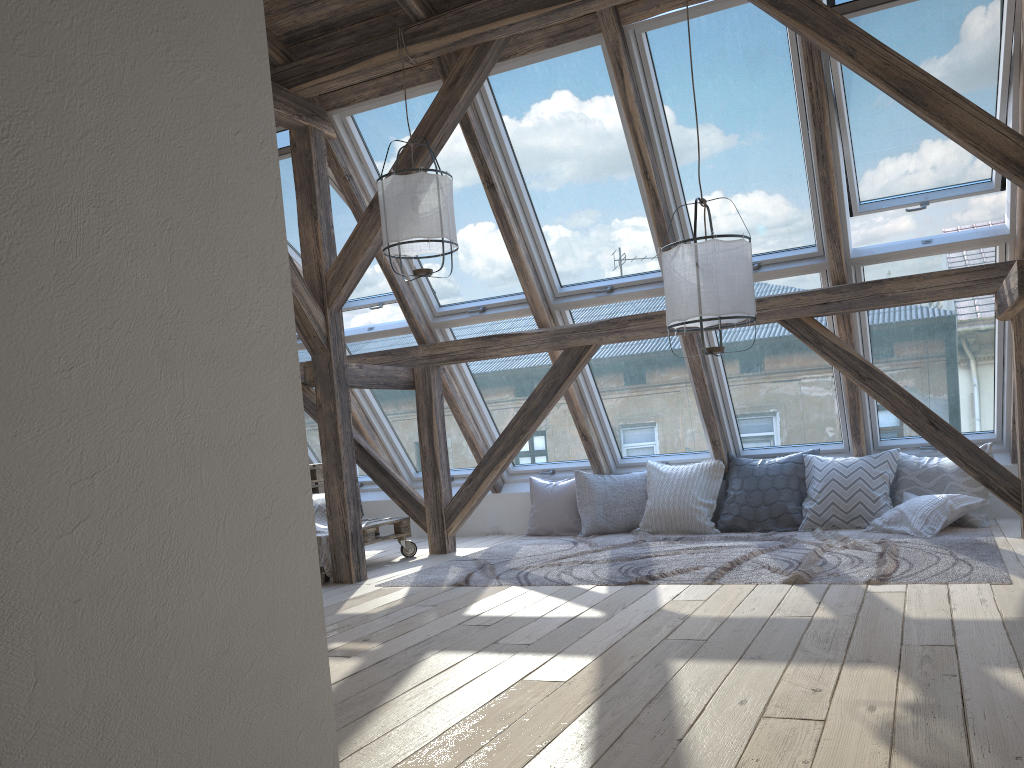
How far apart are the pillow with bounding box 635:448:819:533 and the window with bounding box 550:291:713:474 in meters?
0.2

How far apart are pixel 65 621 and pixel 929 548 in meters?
4.4 m

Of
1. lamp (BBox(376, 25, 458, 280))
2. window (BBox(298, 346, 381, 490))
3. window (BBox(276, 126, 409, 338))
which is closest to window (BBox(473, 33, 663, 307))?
lamp (BBox(376, 25, 458, 280))

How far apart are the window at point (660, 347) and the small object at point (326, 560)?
1.96m

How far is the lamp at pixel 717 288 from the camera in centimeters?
392cm

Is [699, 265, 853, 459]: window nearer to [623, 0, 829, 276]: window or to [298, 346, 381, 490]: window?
[623, 0, 829, 276]: window

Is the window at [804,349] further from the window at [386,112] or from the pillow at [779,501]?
the window at [386,112]

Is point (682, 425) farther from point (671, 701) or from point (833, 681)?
point (671, 701)

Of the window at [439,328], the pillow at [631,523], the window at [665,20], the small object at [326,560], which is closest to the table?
the small object at [326,560]

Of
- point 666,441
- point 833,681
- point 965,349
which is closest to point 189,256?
point 833,681
